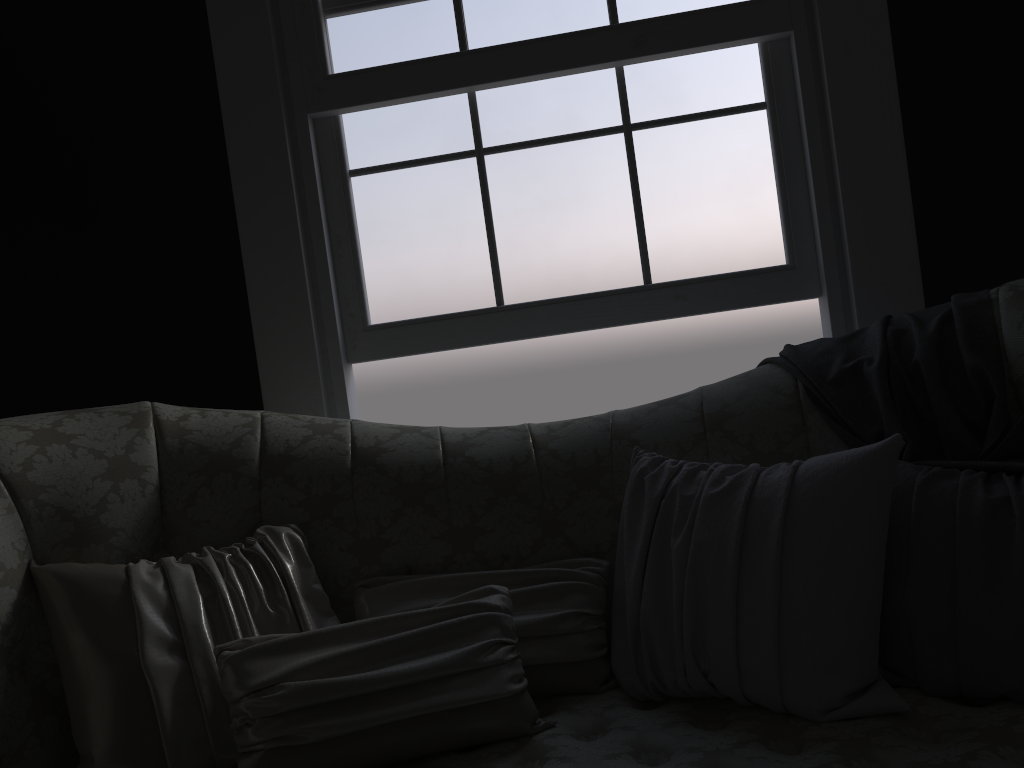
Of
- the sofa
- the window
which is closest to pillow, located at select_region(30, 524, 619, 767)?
the sofa

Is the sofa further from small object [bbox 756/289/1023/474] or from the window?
the window

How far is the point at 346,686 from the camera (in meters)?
1.44

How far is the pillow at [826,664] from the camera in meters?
1.4

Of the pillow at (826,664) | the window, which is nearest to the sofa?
the pillow at (826,664)

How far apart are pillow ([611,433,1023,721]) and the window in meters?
0.8 m

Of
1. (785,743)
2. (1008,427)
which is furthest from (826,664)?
(1008,427)

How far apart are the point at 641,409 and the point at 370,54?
1.33m

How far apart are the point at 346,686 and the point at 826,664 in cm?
78

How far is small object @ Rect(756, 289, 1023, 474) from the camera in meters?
1.7
